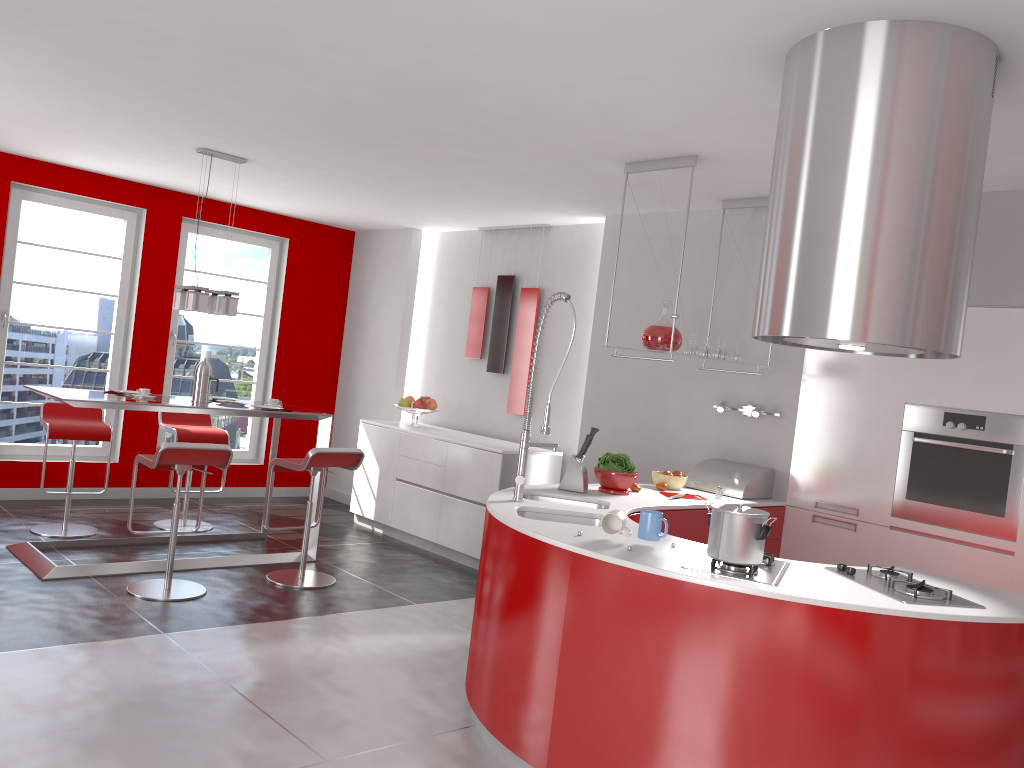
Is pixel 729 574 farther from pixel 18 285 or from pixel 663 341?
pixel 18 285

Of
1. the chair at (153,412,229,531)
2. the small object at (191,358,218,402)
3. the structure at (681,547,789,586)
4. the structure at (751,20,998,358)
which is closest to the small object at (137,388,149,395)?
the small object at (191,358,218,402)

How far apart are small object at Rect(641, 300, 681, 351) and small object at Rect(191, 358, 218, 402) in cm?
287

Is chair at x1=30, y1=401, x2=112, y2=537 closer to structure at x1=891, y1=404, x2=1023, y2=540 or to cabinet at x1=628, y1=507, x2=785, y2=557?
cabinet at x1=628, y1=507, x2=785, y2=557

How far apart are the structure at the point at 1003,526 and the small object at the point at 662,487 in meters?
1.2

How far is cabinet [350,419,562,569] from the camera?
6.29m

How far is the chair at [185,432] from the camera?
6.38m

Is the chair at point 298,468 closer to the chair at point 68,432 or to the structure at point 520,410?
the chair at point 68,432

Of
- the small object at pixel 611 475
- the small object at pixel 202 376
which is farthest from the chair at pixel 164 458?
the small object at pixel 611 475

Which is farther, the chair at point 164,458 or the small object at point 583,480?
the chair at point 164,458
